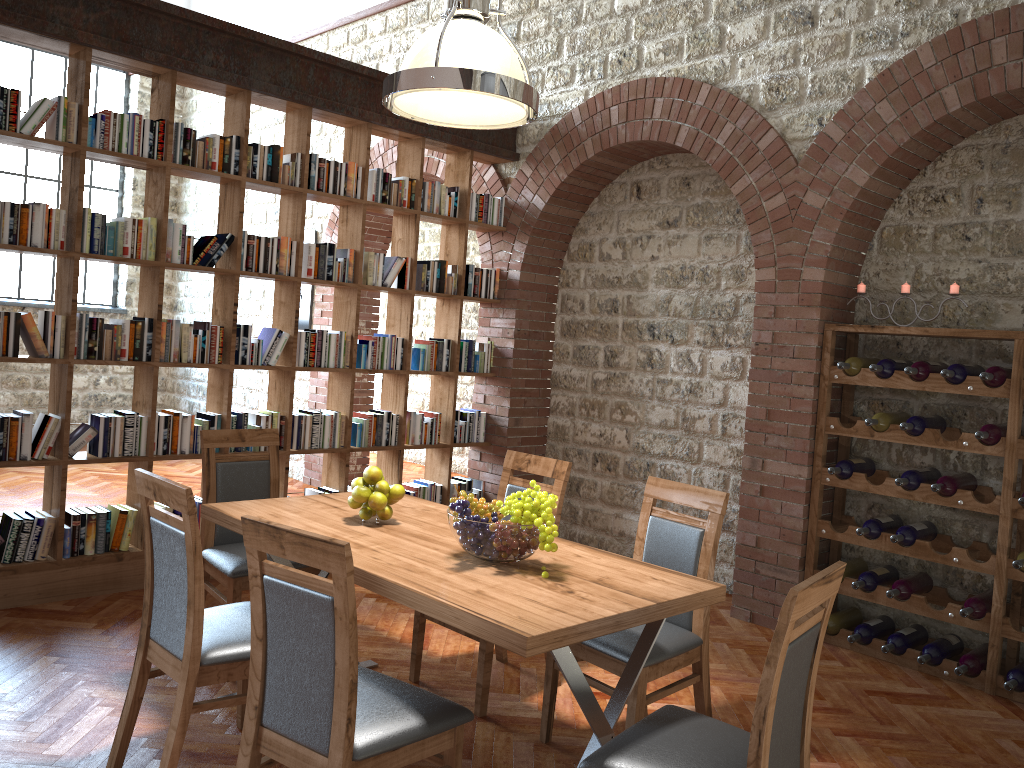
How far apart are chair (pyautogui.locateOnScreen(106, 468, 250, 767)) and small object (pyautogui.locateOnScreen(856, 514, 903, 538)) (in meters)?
3.03

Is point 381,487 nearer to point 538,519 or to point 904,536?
point 538,519

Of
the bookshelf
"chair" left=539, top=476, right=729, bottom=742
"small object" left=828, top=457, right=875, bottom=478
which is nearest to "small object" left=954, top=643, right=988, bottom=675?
"small object" left=828, top=457, right=875, bottom=478

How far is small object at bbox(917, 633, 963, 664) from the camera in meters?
4.3

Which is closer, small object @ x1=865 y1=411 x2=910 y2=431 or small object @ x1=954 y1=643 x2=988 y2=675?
small object @ x1=954 y1=643 x2=988 y2=675

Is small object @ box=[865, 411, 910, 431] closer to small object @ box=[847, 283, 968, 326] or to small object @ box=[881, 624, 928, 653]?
small object @ box=[847, 283, 968, 326]

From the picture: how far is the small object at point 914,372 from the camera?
4.4 meters

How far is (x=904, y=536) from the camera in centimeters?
444cm

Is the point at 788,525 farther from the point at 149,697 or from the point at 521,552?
the point at 149,697

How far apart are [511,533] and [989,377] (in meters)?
2.64
